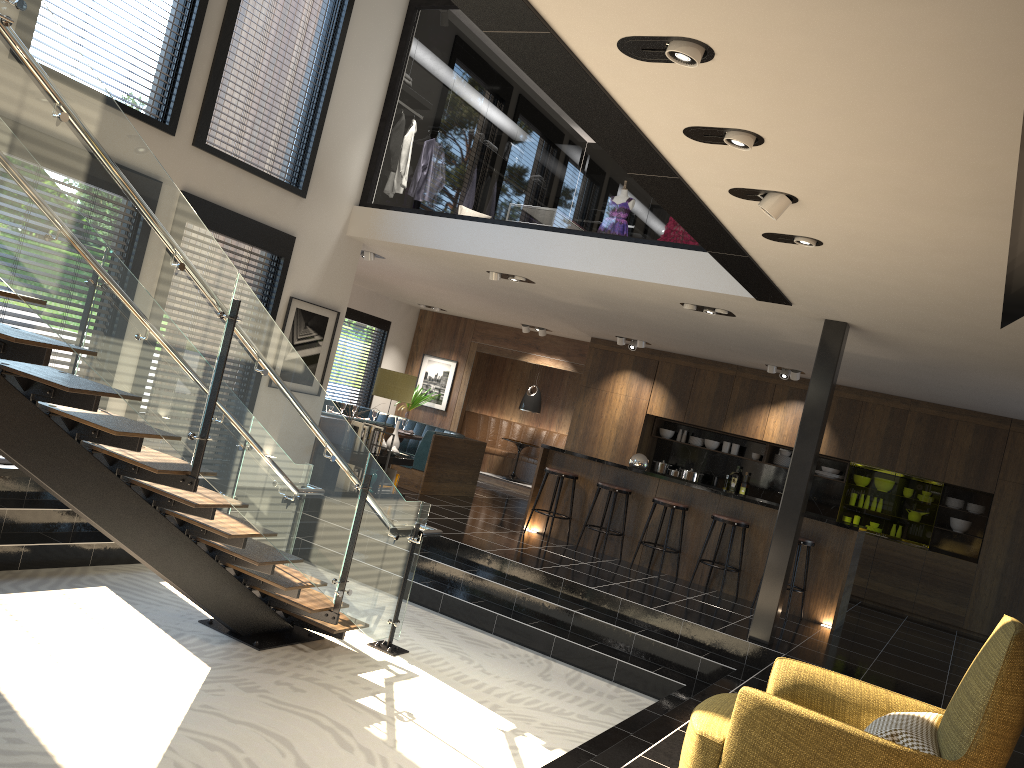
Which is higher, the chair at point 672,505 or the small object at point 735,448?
the small object at point 735,448

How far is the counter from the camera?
8.7m

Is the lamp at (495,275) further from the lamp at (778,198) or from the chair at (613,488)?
the lamp at (778,198)

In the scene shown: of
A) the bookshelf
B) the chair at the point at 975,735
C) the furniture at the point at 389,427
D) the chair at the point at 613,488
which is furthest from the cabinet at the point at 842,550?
the chair at the point at 975,735

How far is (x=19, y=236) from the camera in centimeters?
358cm

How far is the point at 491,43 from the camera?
30.9m

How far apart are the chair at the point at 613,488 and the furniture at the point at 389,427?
2.6 meters

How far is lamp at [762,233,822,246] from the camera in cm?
498

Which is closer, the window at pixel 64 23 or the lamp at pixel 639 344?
the window at pixel 64 23

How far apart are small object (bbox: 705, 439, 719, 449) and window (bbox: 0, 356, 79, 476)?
9.19m
